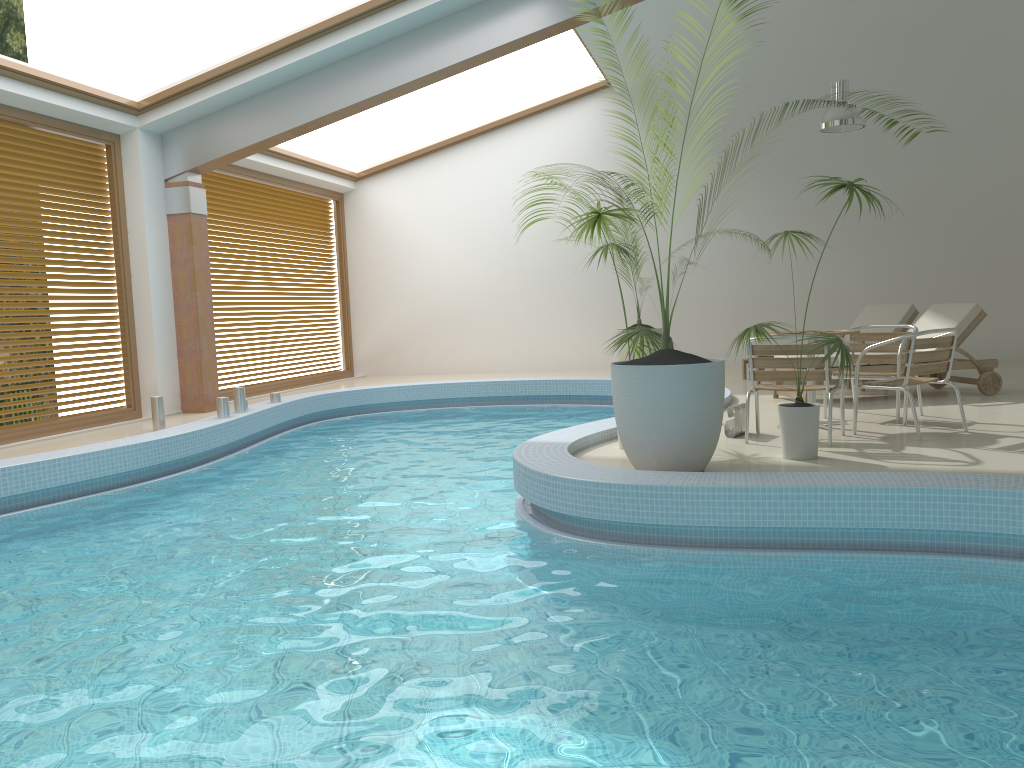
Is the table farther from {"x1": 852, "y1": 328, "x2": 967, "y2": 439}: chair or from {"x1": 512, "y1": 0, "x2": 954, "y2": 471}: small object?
{"x1": 512, "y1": 0, "x2": 954, "y2": 471}: small object

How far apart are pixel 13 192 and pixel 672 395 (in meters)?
6.77

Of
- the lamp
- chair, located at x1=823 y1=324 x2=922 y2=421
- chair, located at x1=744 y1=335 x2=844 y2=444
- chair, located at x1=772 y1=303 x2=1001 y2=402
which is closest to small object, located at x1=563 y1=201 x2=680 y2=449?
chair, located at x1=744 y1=335 x2=844 y2=444

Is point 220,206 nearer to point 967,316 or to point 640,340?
point 640,340

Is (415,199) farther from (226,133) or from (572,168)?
(226,133)

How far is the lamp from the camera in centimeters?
1006cm

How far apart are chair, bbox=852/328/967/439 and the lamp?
4.7 meters

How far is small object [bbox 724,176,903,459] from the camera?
5.3 meters

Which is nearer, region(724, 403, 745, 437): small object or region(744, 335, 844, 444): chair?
region(744, 335, 844, 444): chair

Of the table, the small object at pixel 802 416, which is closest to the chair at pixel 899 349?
the table
